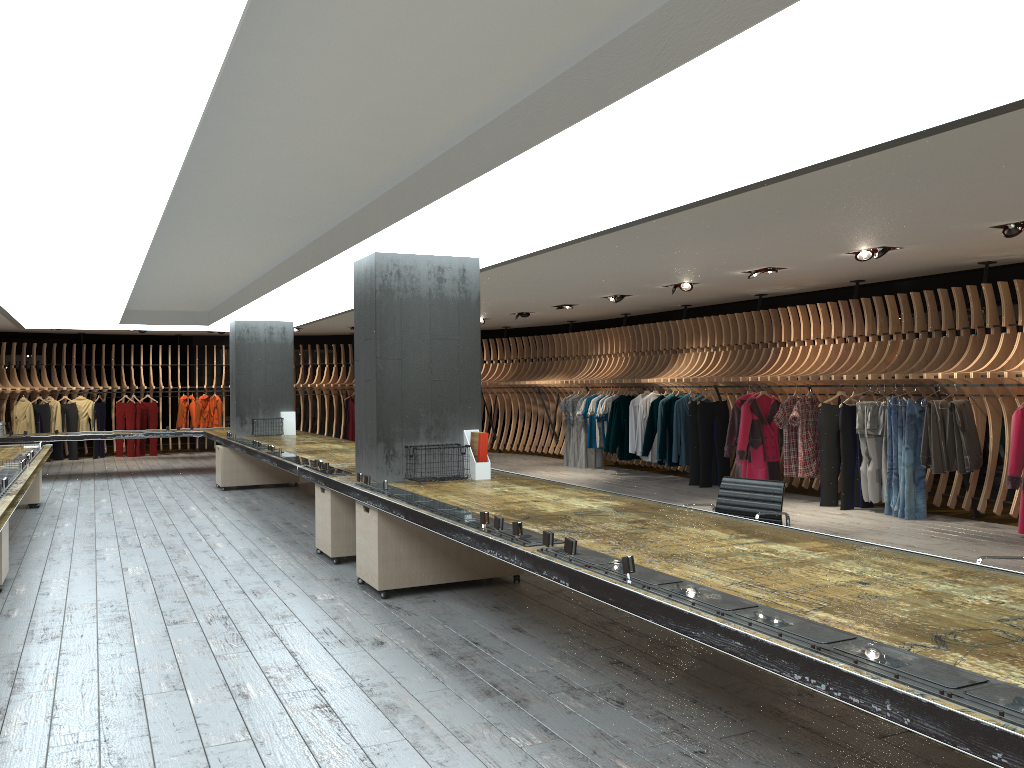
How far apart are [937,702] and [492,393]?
17.58m

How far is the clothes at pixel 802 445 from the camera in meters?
10.8

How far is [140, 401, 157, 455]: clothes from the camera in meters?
19.8 m

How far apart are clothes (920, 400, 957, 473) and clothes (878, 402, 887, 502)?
0.62m

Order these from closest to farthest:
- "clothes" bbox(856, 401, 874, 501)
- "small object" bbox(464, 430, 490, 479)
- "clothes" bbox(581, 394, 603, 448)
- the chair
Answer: the chair → "small object" bbox(464, 430, 490, 479) → "clothes" bbox(856, 401, 874, 501) → "clothes" bbox(581, 394, 603, 448)

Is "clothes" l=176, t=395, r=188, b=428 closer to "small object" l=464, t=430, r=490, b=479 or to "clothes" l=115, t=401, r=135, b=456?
"clothes" l=115, t=401, r=135, b=456

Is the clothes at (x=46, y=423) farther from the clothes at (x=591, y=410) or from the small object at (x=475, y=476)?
the small object at (x=475, y=476)

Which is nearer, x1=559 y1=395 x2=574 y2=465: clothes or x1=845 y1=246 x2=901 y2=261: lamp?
x1=845 y1=246 x2=901 y2=261: lamp

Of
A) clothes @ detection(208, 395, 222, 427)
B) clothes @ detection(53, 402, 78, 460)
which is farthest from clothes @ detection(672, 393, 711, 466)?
clothes @ detection(53, 402, 78, 460)

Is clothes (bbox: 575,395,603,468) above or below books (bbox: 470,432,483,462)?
below
